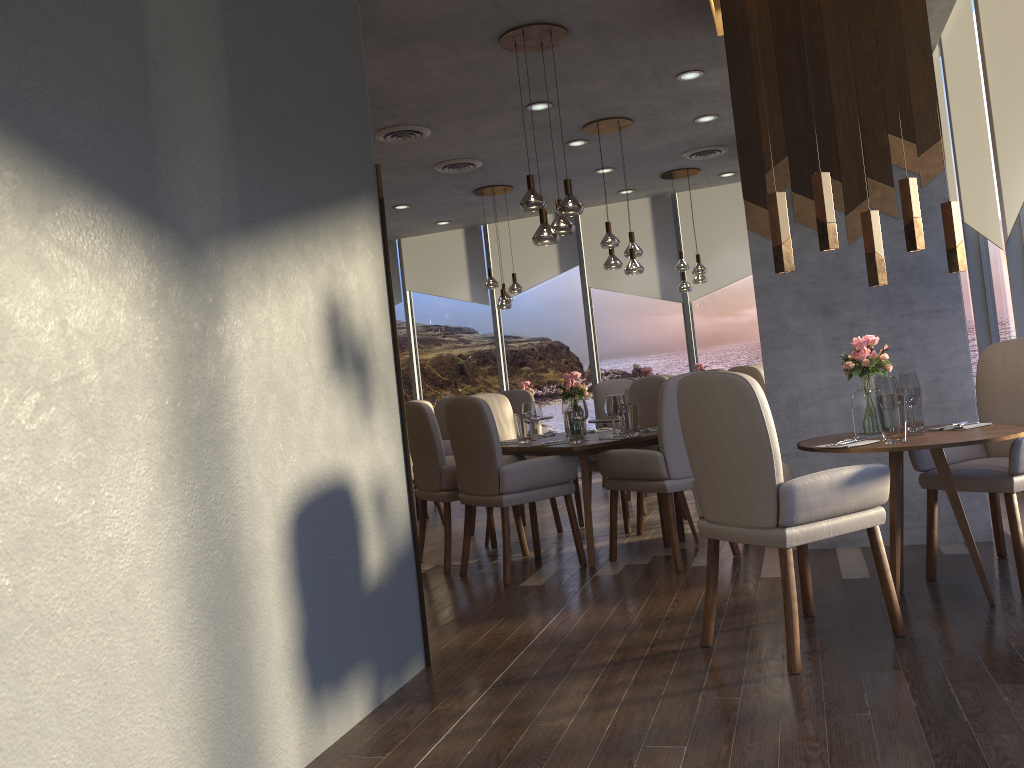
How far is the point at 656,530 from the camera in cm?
576

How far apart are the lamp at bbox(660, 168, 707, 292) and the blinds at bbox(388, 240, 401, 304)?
4.0 meters

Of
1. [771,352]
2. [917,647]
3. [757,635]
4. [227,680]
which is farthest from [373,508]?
[771,352]

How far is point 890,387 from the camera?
3.3m

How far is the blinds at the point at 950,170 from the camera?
6.7m

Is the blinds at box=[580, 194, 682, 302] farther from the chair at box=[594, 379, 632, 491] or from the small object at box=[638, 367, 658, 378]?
the small object at box=[638, 367, 658, 378]

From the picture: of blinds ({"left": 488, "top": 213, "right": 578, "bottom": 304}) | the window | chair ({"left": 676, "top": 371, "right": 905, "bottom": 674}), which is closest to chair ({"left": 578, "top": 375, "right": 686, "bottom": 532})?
the window

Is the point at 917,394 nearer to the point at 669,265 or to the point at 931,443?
the point at 931,443

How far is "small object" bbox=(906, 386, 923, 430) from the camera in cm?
365

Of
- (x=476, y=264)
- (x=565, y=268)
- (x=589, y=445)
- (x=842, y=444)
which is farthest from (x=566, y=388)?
(x=476, y=264)
